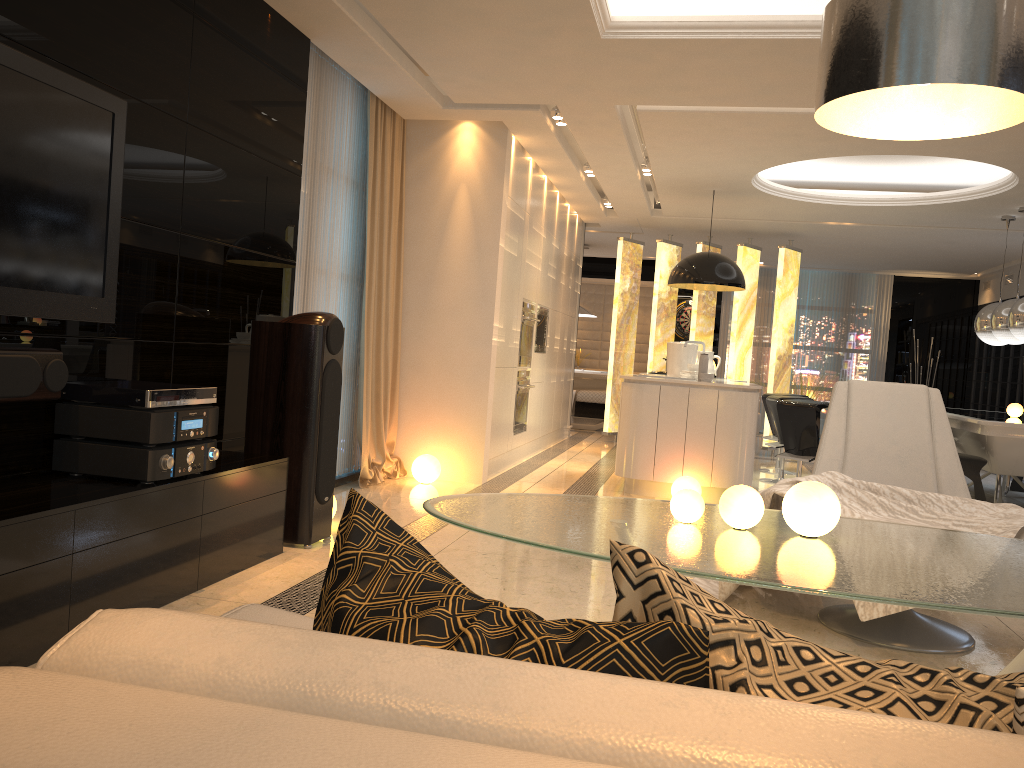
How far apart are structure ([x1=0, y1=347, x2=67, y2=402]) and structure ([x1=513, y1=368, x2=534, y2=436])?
4.95m

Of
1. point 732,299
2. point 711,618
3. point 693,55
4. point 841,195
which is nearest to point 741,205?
point 841,195

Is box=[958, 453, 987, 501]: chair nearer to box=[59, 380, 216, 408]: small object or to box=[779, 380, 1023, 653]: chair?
box=[779, 380, 1023, 653]: chair

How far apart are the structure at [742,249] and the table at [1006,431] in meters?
2.4

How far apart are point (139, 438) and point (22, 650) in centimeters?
80cm

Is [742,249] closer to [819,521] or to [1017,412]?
[1017,412]

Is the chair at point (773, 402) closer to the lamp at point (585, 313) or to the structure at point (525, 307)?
the structure at point (525, 307)

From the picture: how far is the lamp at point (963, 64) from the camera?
1.52m

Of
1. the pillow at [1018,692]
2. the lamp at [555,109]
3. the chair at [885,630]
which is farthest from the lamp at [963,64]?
the lamp at [555,109]

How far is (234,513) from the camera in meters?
3.6
